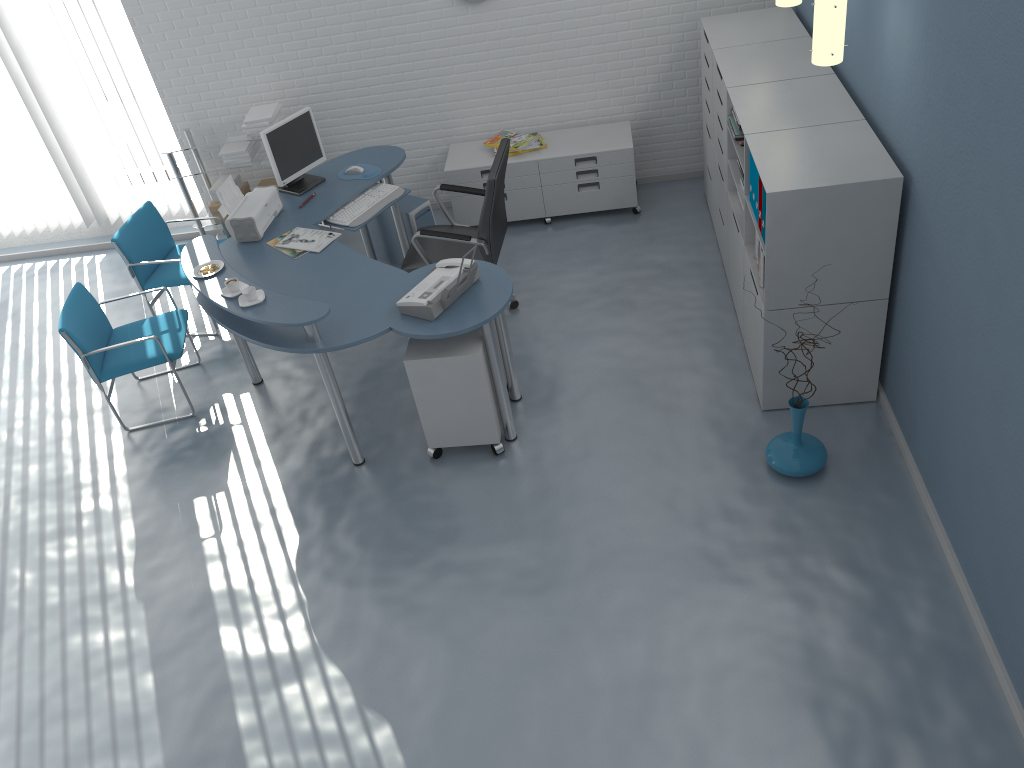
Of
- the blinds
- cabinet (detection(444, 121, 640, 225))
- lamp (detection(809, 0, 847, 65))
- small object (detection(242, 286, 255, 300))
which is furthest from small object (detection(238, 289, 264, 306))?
the blinds

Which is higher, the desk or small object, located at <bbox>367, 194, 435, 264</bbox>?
the desk

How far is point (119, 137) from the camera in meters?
6.4

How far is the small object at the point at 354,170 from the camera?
5.3 meters

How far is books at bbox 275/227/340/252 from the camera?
4.6m

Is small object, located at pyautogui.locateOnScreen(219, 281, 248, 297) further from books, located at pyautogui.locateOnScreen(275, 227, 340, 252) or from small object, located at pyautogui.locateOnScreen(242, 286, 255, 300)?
books, located at pyautogui.locateOnScreen(275, 227, 340, 252)

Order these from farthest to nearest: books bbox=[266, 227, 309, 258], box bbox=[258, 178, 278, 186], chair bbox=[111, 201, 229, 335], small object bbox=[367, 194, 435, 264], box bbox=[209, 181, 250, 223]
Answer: box bbox=[258, 178, 278, 186] → box bbox=[209, 181, 250, 223] → small object bbox=[367, 194, 435, 264] → chair bbox=[111, 201, 229, 335] → books bbox=[266, 227, 309, 258]

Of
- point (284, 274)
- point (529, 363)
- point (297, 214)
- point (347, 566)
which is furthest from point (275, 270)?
point (347, 566)

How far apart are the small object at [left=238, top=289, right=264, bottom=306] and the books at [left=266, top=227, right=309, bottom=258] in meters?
0.6

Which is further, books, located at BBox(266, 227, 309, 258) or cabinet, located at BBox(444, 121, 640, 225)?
cabinet, located at BBox(444, 121, 640, 225)
